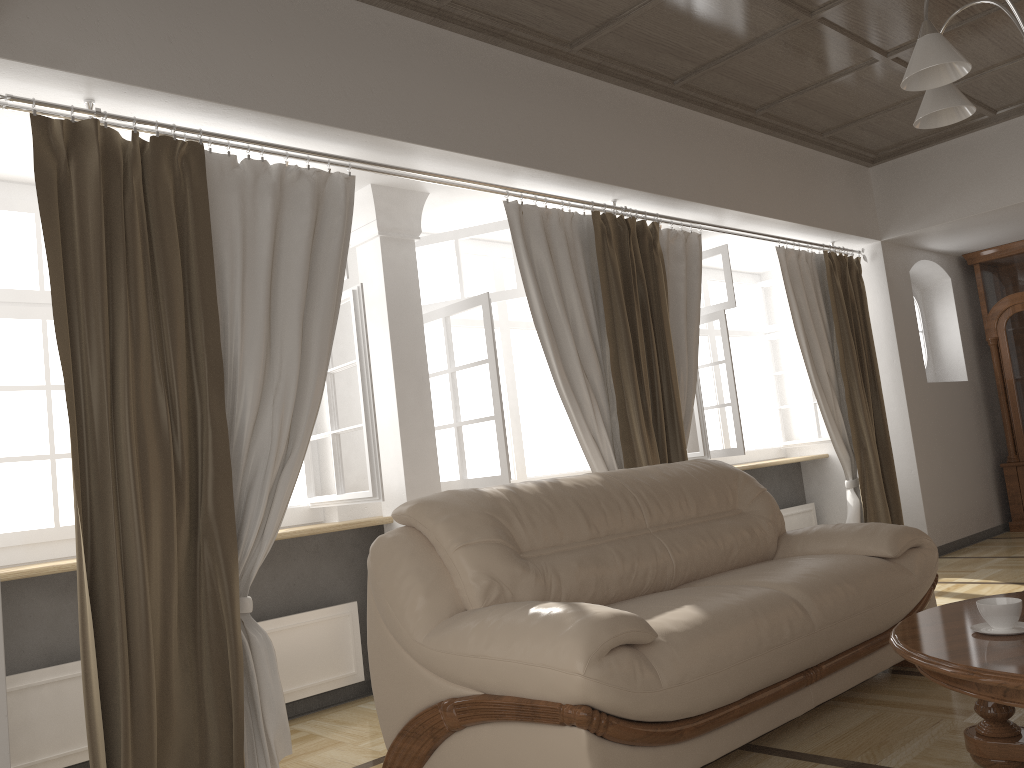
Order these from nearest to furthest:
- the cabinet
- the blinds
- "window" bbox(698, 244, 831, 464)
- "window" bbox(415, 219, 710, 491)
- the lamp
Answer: the lamp < the blinds < "window" bbox(415, 219, 710, 491) < "window" bbox(698, 244, 831, 464) < the cabinet

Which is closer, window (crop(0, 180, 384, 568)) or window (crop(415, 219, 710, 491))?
window (crop(0, 180, 384, 568))

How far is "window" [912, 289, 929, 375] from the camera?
7.30m

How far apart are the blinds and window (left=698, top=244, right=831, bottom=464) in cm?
42

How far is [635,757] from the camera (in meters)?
2.24

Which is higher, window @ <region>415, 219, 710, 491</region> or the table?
window @ <region>415, 219, 710, 491</region>

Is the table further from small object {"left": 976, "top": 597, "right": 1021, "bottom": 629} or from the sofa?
the sofa

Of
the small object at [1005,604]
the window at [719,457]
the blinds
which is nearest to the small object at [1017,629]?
the small object at [1005,604]

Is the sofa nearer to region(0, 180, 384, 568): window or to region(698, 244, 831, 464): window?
region(0, 180, 384, 568): window

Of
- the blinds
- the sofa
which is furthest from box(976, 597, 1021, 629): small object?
the blinds
